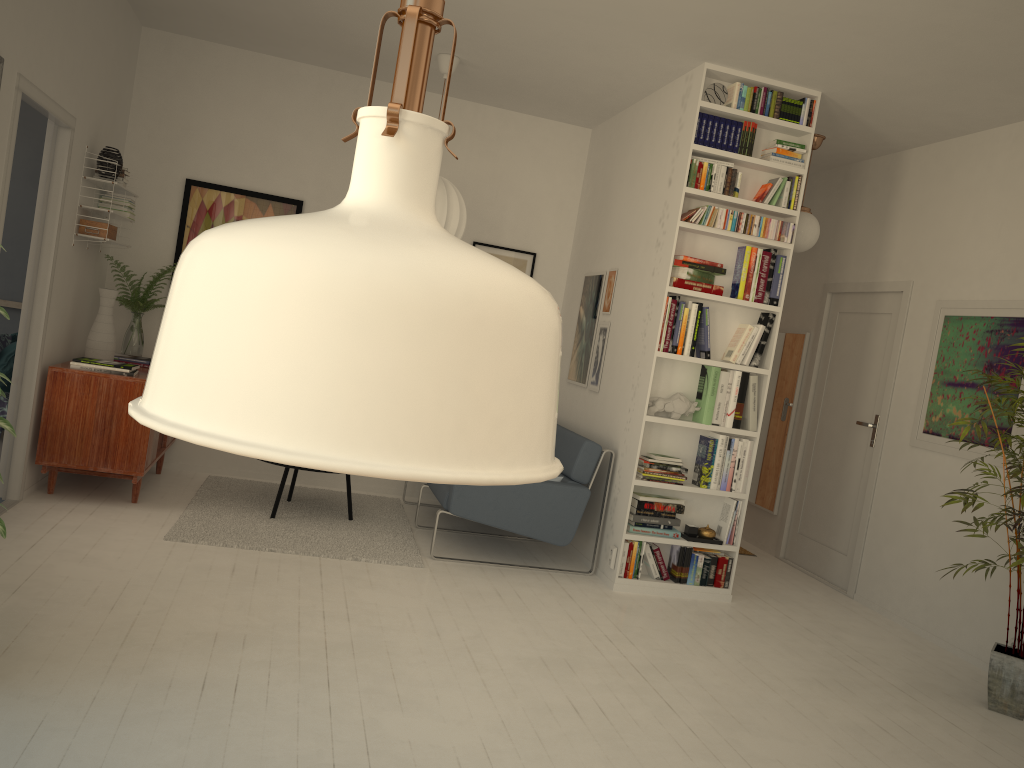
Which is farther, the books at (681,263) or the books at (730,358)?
the books at (730,358)

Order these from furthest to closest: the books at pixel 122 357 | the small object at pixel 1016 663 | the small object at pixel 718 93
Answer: the books at pixel 122 357 < the small object at pixel 718 93 < the small object at pixel 1016 663

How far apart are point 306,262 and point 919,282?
5.72m

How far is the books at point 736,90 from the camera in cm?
481

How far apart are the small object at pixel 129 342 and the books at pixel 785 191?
3.88m

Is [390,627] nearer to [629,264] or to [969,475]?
[629,264]

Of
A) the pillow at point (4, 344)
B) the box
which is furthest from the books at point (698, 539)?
the pillow at point (4, 344)

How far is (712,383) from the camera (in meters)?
4.90

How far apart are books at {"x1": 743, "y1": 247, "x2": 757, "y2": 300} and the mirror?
1.80m

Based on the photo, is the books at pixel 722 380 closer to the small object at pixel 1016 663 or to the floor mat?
the small object at pixel 1016 663
